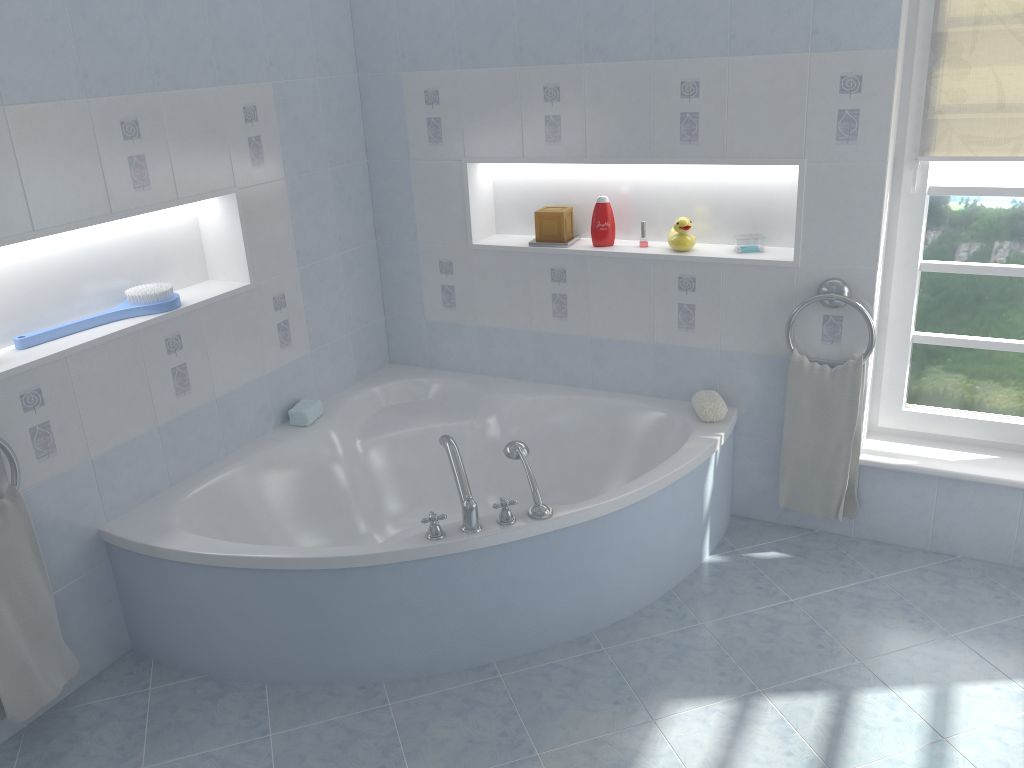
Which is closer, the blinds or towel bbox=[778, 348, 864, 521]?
the blinds

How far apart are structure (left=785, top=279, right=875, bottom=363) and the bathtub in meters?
0.3

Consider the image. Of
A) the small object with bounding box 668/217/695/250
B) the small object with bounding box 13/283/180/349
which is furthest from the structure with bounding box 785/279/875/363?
the small object with bounding box 13/283/180/349

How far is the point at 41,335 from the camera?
2.6m

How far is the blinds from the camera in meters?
2.7 m

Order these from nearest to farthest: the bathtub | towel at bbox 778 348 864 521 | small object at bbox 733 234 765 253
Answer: the bathtub
towel at bbox 778 348 864 521
small object at bbox 733 234 765 253

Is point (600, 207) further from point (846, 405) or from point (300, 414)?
point (300, 414)

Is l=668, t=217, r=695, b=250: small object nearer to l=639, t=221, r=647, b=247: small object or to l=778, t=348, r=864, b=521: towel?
l=639, t=221, r=647, b=247: small object

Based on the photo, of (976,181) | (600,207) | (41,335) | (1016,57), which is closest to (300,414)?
(41,335)

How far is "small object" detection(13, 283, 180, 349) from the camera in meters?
2.6 m
